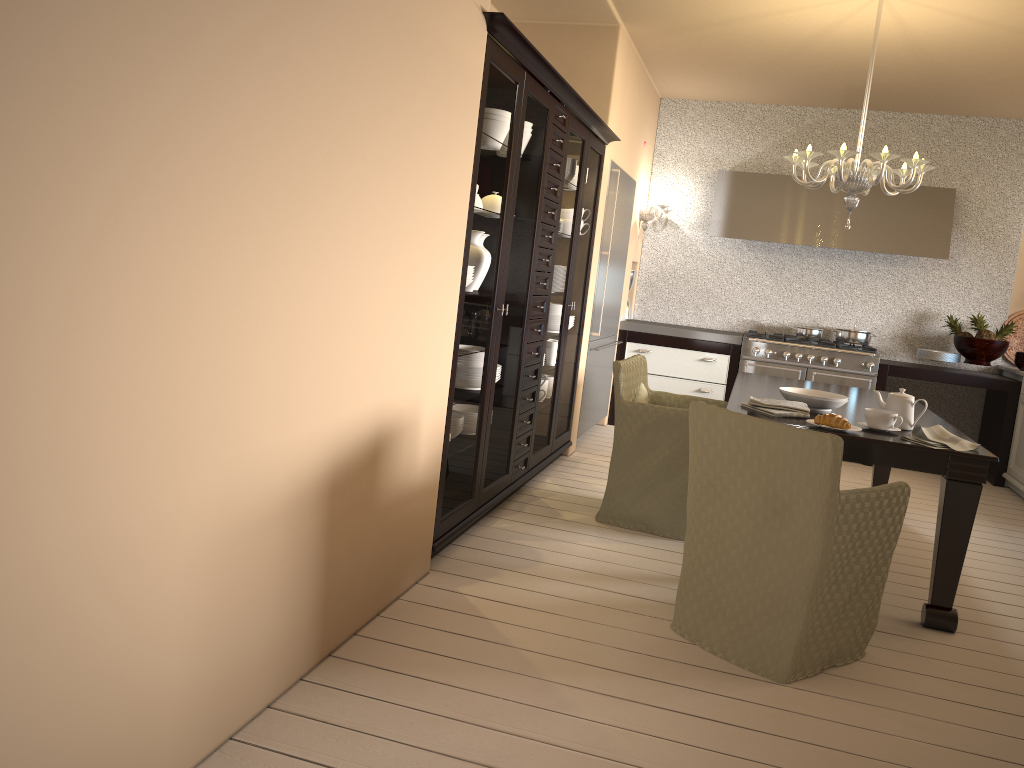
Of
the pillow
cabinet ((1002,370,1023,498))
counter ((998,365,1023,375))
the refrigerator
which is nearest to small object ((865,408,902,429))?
the pillow

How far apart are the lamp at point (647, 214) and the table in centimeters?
212cm

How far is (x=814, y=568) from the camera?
2.6m

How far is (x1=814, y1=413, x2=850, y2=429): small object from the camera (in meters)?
3.19

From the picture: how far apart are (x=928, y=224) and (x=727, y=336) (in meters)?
1.59

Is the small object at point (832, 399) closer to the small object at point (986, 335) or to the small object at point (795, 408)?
the small object at point (795, 408)

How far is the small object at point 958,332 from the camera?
6.3 meters

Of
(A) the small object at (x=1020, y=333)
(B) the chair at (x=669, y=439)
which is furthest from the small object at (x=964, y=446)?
(A) the small object at (x=1020, y=333)

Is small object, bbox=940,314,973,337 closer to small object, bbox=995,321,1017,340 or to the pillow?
small object, bbox=995,321,1017,340

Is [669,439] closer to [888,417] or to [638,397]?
[638,397]
